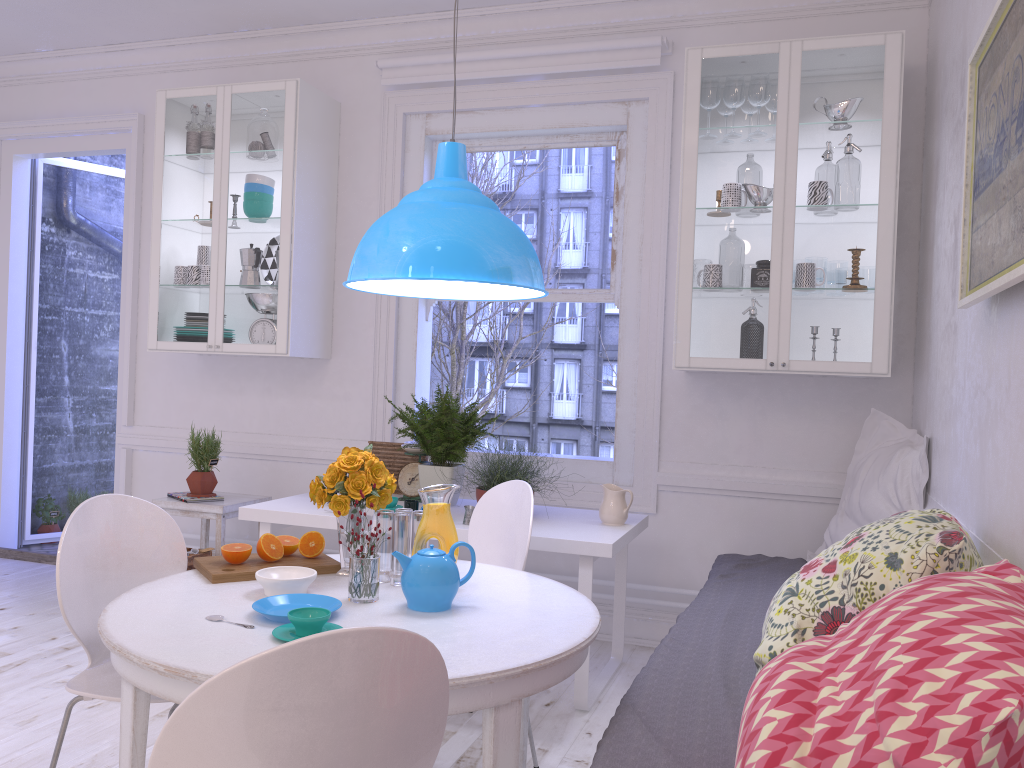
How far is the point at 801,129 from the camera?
3.5m

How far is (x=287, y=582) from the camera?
2.10m

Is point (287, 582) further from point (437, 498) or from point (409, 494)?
point (409, 494)

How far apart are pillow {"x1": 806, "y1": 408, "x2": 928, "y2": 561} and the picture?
1.0 meters

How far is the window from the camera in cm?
410

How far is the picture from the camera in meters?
1.7 m

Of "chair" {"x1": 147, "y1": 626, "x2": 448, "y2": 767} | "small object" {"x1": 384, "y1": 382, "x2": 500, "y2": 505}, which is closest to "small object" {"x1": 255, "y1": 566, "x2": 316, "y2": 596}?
"chair" {"x1": 147, "y1": 626, "x2": 448, "y2": 767}

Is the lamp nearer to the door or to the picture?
the picture

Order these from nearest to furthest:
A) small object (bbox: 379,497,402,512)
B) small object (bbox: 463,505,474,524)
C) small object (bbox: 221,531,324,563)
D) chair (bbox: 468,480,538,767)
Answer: small object (bbox: 221,531,324,563) → chair (bbox: 468,480,538,767) → small object (bbox: 463,505,474,524) → small object (bbox: 379,497,402,512)

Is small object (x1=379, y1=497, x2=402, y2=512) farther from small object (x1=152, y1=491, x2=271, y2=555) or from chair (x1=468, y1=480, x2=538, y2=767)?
small object (x1=152, y1=491, x2=271, y2=555)
